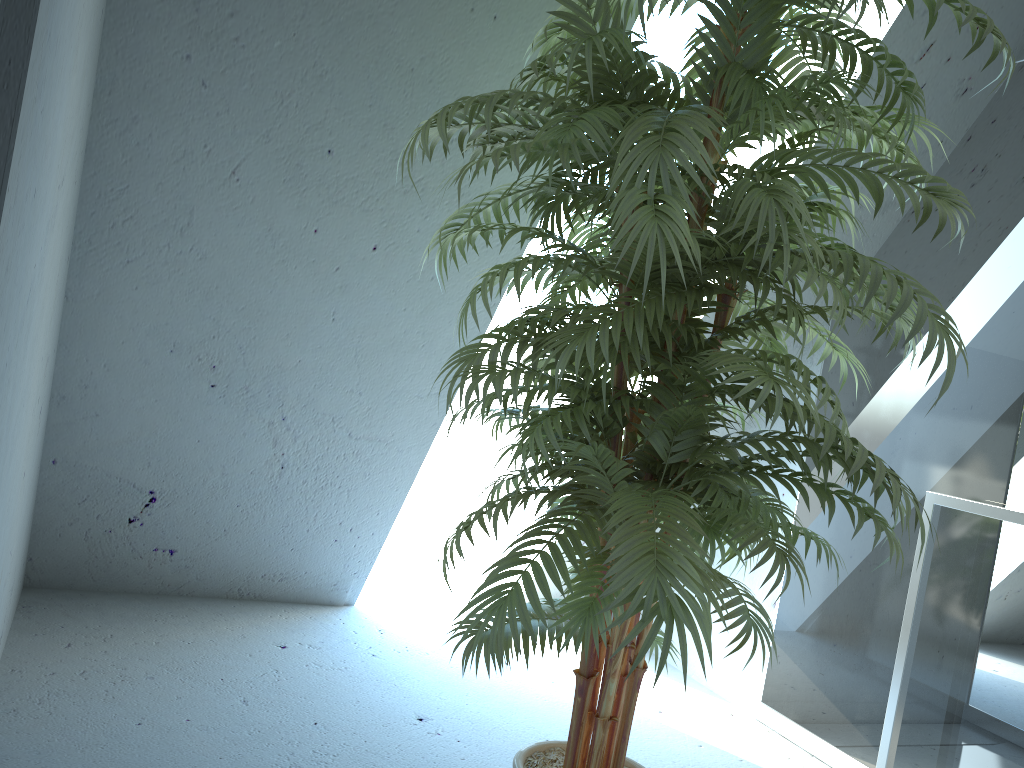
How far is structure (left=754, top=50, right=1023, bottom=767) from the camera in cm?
224

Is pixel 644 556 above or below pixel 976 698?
above

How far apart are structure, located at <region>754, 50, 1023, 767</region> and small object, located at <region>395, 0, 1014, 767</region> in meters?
0.6

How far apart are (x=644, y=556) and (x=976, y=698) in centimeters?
150cm

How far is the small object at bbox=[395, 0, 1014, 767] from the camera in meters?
1.3 m

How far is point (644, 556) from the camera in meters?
1.3 m

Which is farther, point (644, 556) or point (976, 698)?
point (976, 698)

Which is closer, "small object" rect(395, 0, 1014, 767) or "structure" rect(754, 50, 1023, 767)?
"small object" rect(395, 0, 1014, 767)
